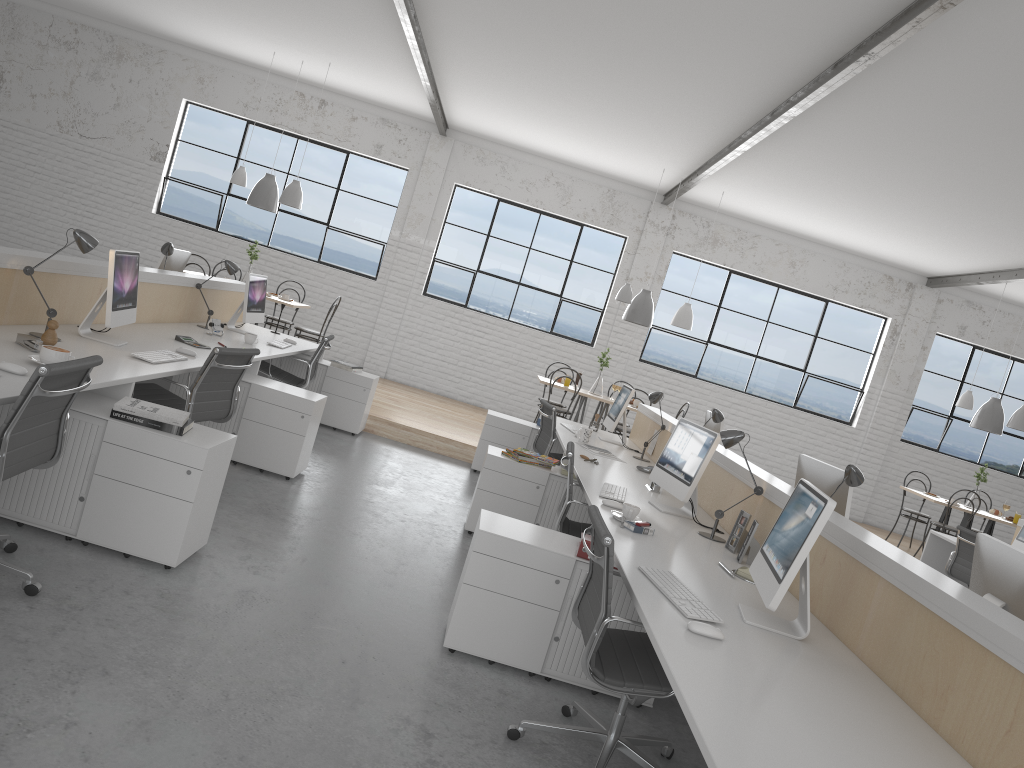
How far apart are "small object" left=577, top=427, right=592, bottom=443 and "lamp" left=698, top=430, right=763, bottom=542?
1.9m

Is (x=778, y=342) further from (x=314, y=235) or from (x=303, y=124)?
(x=303, y=124)

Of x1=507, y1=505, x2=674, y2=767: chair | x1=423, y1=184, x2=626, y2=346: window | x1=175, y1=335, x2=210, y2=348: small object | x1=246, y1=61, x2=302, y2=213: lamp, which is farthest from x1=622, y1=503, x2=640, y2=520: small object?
x1=423, y1=184, x2=626, y2=346: window

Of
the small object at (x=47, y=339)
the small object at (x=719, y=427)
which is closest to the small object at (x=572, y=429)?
the small object at (x=719, y=427)

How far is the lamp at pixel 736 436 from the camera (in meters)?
3.23

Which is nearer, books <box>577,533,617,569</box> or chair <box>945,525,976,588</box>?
books <box>577,533,617,569</box>

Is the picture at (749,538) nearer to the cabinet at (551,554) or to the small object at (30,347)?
the cabinet at (551,554)

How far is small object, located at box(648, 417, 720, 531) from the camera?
3.4m

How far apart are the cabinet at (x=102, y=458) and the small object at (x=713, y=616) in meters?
1.3

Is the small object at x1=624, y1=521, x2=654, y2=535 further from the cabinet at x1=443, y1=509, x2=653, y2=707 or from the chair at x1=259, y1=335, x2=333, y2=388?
the chair at x1=259, y1=335, x2=333, y2=388
